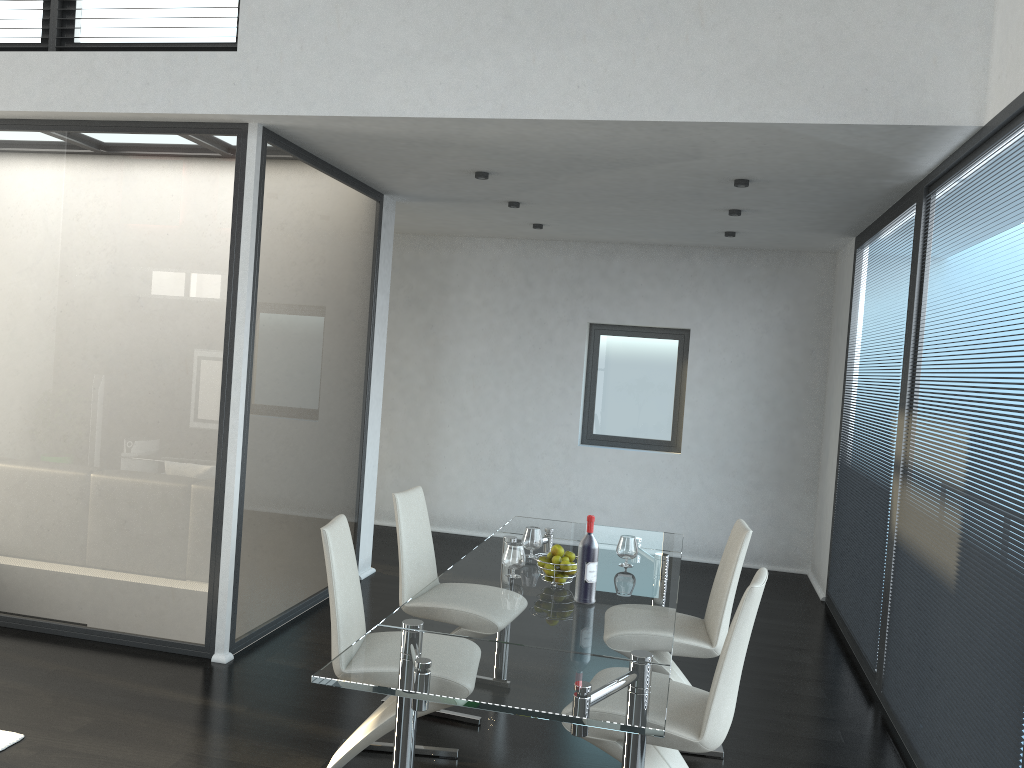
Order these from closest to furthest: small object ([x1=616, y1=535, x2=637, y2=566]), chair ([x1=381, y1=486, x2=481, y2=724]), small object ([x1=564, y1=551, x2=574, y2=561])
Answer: small object ([x1=564, y1=551, x2=574, y2=561]) < small object ([x1=616, y1=535, x2=637, y2=566]) < chair ([x1=381, y1=486, x2=481, y2=724])

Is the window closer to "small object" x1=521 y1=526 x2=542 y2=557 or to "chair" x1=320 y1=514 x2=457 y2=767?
"small object" x1=521 y1=526 x2=542 y2=557

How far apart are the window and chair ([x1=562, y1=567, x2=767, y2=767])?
4.8 meters

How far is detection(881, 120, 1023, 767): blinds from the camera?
2.87m

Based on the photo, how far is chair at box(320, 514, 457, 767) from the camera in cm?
319

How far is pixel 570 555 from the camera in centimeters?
355cm

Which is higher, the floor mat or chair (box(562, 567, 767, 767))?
chair (box(562, 567, 767, 767))

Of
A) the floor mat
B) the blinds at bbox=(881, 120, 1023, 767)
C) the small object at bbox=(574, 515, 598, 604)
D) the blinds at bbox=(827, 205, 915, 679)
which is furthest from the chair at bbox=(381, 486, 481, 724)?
the blinds at bbox=(827, 205, 915, 679)

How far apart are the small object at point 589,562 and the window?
4.73m

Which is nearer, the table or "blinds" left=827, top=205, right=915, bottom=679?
the table
